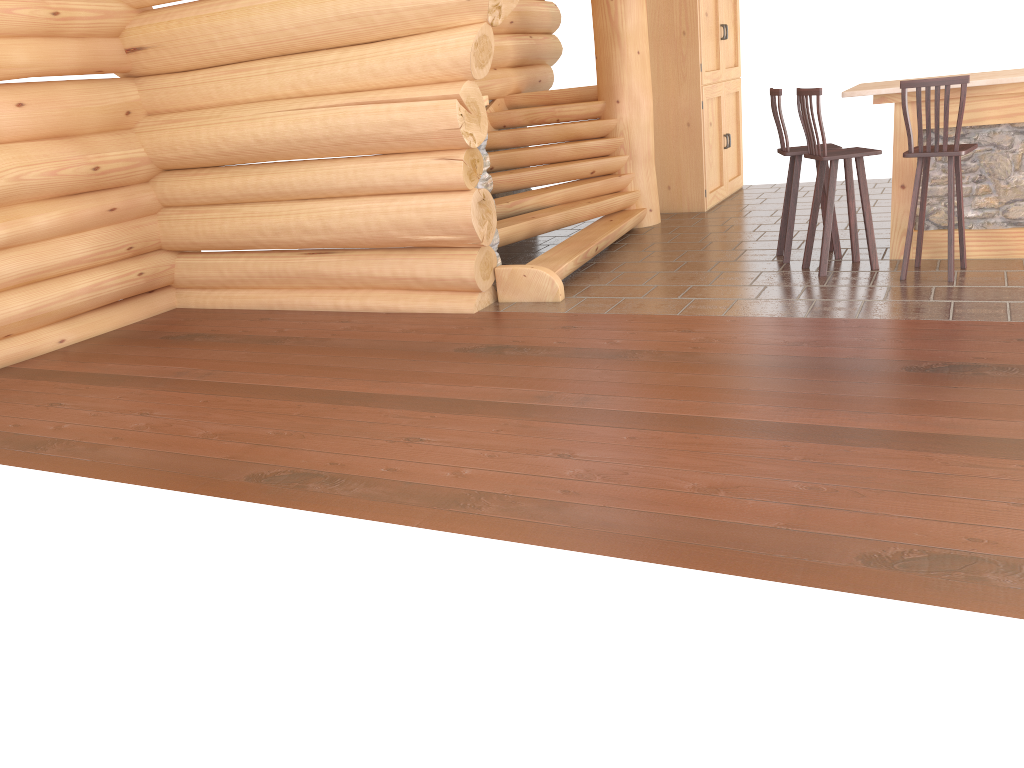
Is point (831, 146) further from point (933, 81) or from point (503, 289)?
point (503, 289)

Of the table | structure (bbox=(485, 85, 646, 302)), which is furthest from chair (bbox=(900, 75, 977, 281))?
structure (bbox=(485, 85, 646, 302))

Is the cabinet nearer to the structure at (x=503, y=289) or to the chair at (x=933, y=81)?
the structure at (x=503, y=289)

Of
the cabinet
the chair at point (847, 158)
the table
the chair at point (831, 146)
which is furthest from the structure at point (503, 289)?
the table

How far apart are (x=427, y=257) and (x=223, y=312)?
2.0m

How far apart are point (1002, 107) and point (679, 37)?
4.0 meters

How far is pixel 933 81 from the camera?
5.60m

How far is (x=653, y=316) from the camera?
5.95m

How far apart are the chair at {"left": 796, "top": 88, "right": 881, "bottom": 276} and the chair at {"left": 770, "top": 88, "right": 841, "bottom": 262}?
0.2 meters

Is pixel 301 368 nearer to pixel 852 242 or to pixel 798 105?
pixel 798 105
